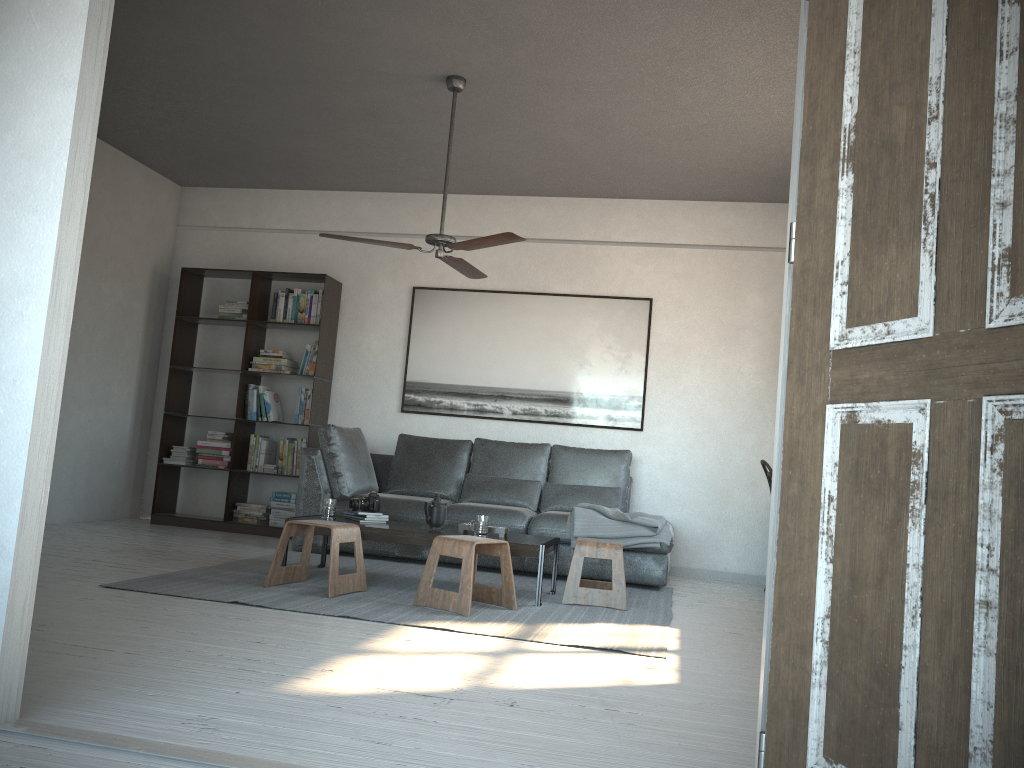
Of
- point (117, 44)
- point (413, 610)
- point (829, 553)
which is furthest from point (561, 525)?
point (829, 553)

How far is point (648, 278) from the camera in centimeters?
696cm

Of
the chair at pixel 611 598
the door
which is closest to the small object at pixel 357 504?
the chair at pixel 611 598

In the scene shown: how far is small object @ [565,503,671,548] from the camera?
5.6 meters

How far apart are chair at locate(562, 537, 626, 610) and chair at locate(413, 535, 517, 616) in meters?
0.4

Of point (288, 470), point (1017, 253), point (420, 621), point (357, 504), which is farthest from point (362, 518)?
point (1017, 253)

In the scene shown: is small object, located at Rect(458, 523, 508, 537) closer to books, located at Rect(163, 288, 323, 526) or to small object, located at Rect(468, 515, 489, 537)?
small object, located at Rect(468, 515, 489, 537)

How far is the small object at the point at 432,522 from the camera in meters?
5.0

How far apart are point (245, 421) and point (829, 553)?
6.24m

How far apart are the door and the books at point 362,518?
3.58m
